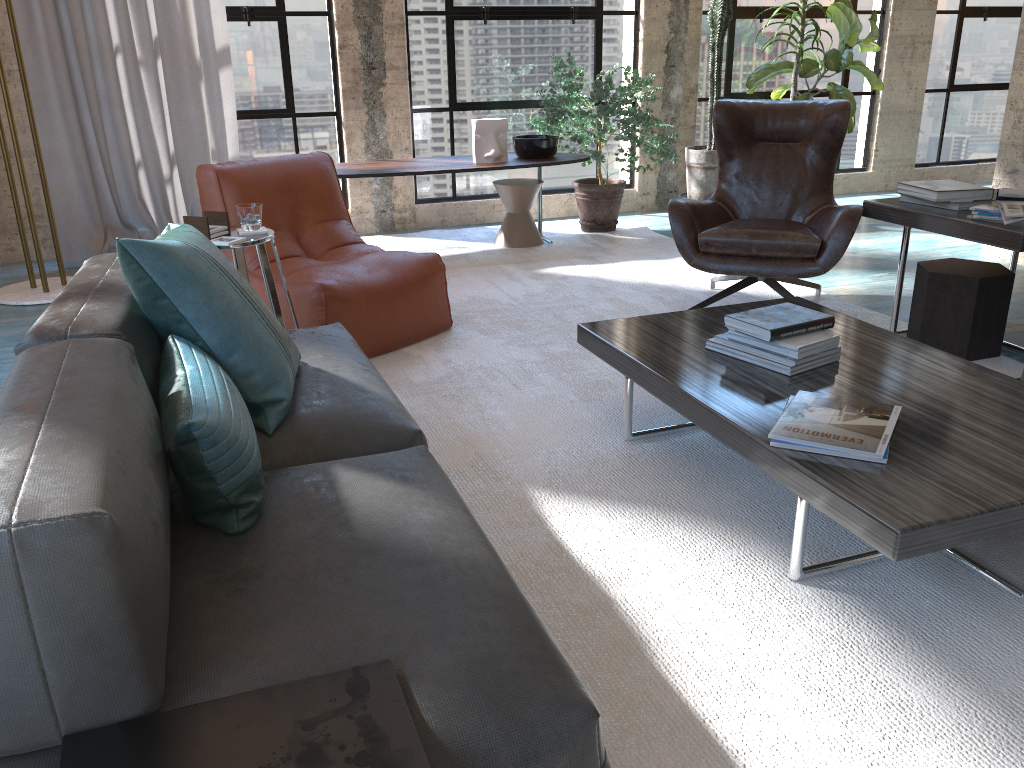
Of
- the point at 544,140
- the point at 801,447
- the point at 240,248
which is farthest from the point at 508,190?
the point at 801,447

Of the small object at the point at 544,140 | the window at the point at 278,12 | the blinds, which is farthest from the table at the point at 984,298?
the blinds

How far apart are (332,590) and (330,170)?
3.1m

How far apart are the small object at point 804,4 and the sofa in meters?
4.2

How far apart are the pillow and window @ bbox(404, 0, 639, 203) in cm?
411

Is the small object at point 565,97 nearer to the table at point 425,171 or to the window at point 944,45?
the table at point 425,171

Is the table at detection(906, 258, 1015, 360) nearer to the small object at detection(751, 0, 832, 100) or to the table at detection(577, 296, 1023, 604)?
the table at detection(577, 296, 1023, 604)

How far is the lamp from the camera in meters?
4.6

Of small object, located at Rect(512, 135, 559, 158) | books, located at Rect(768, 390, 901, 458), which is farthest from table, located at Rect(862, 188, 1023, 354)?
small object, located at Rect(512, 135, 559, 158)

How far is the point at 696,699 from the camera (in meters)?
1.72
